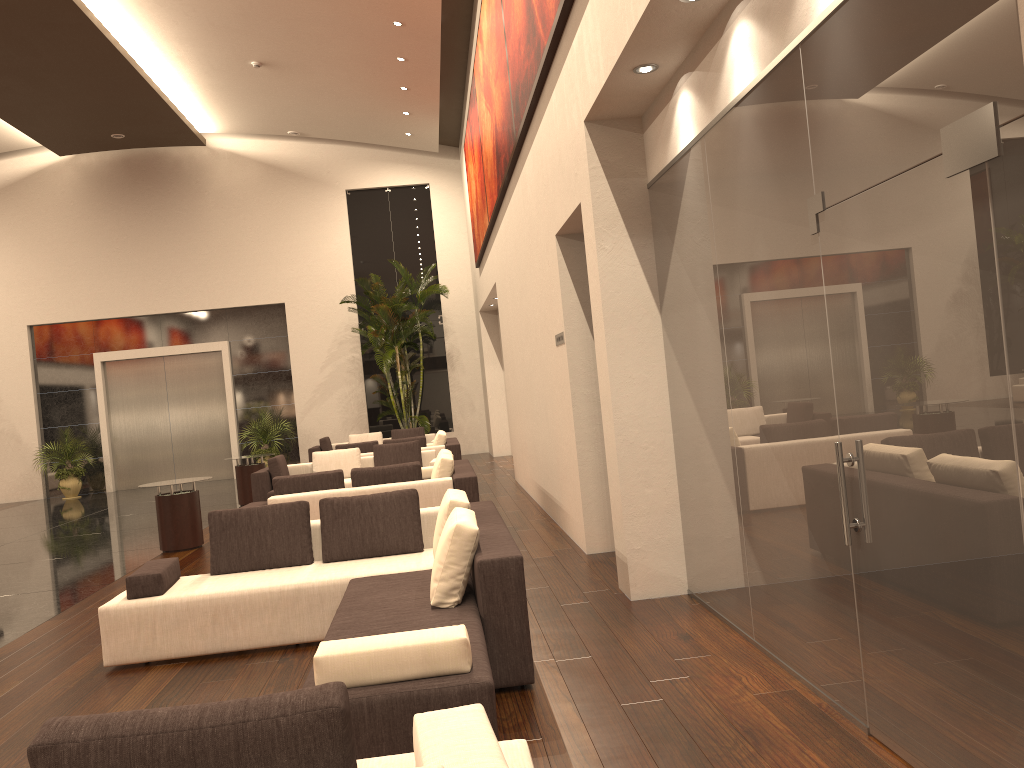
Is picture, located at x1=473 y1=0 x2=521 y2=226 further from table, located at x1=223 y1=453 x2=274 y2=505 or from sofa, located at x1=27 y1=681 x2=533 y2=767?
sofa, located at x1=27 y1=681 x2=533 y2=767

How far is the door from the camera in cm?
2082

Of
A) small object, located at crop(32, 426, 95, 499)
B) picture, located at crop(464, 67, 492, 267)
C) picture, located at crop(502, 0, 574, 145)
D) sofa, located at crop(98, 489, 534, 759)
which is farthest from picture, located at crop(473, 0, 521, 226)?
small object, located at crop(32, 426, 95, 499)

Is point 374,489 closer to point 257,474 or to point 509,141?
point 509,141

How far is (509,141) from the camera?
9.9m

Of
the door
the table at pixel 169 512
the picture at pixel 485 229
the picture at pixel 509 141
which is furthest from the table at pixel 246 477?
the door

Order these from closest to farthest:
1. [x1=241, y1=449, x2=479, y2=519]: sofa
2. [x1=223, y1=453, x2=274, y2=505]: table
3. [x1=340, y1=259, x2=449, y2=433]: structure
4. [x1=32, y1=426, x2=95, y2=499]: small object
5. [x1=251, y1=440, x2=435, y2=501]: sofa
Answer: [x1=241, y1=449, x2=479, y2=519]: sofa
[x1=251, y1=440, x2=435, y2=501]: sofa
[x1=223, y1=453, x2=274, y2=505]: table
[x1=340, y1=259, x2=449, y2=433]: structure
[x1=32, y1=426, x2=95, y2=499]: small object

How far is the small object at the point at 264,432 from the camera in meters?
20.0 m

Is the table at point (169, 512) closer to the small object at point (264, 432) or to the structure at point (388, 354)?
the structure at point (388, 354)

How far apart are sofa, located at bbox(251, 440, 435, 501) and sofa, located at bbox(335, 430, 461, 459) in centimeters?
98cm
